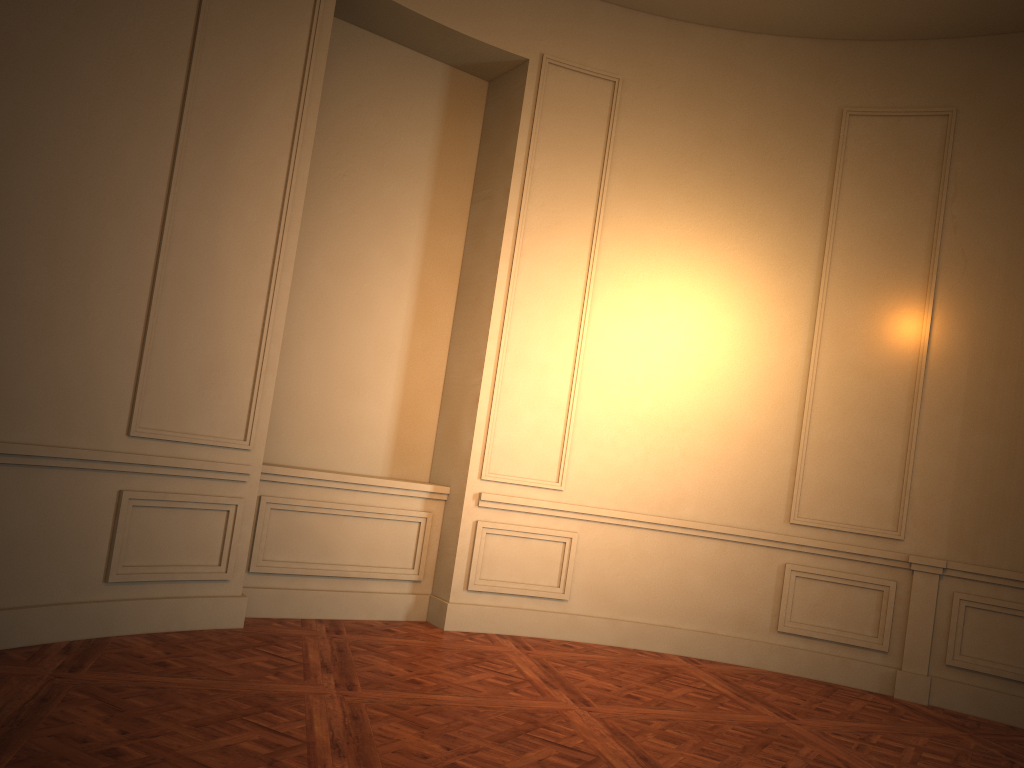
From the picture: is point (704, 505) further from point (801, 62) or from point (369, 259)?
point (801, 62)
